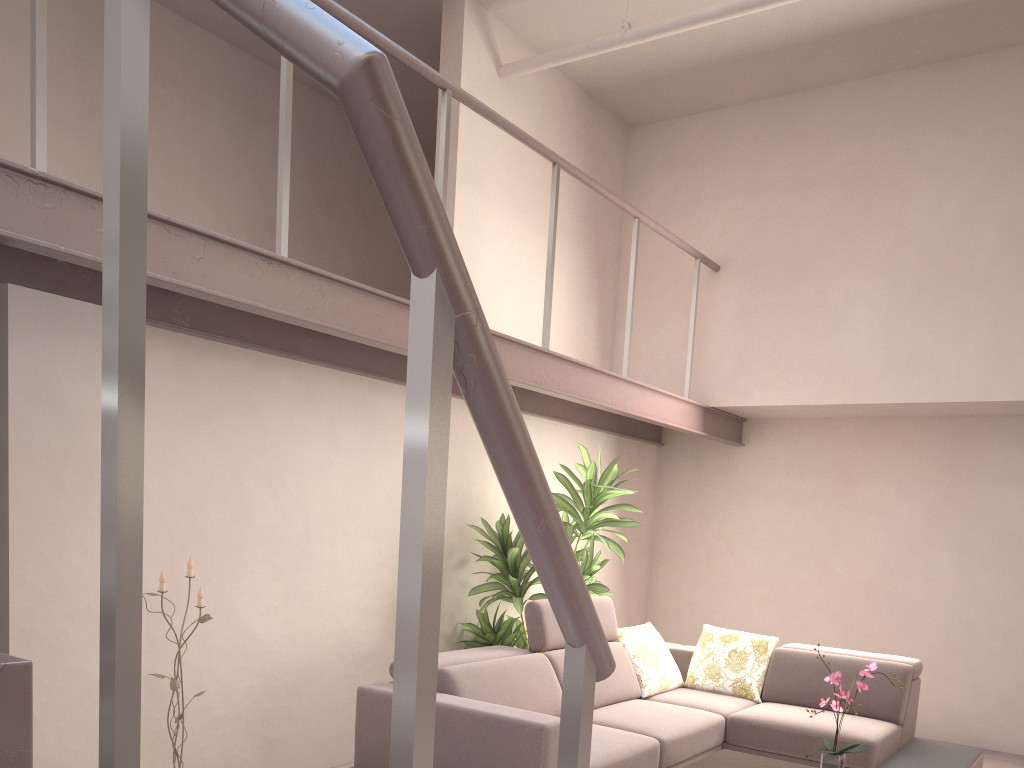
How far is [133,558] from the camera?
0.95m

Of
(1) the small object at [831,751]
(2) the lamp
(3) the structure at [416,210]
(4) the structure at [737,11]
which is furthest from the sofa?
(4) the structure at [737,11]

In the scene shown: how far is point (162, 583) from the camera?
3.6 meters

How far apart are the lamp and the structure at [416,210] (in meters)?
1.05

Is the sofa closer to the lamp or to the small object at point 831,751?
the lamp

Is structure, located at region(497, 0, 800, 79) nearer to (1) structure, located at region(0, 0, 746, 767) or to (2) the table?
(1) structure, located at region(0, 0, 746, 767)

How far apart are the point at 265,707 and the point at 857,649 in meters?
4.4

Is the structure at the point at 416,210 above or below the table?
above

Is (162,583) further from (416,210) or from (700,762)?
(416,210)

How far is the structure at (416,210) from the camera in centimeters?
76cm
